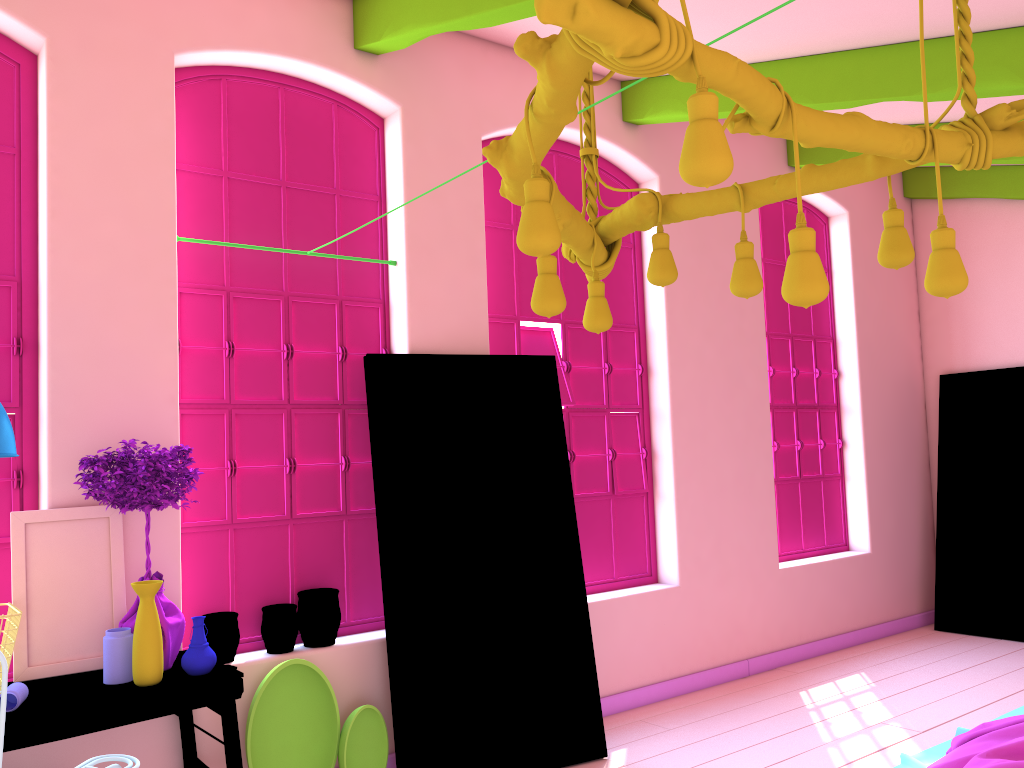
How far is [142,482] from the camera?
3.49m

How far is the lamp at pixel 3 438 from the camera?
2.97m

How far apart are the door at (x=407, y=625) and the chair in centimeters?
181cm

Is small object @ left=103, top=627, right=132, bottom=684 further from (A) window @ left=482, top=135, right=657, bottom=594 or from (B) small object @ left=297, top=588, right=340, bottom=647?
(A) window @ left=482, top=135, right=657, bottom=594

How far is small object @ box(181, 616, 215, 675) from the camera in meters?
3.5 m

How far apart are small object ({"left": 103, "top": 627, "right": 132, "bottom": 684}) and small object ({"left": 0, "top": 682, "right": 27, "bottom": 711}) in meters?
0.3 m

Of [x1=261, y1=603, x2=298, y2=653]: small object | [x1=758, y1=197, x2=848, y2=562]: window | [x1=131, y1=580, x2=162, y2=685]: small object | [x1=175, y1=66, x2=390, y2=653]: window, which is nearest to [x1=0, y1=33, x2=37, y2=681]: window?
[x1=175, y1=66, x2=390, y2=653]: window

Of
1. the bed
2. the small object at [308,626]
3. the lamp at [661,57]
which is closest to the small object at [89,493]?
the small object at [308,626]

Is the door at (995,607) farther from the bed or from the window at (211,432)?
the window at (211,432)

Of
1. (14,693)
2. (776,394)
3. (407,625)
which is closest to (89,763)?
(14,693)
